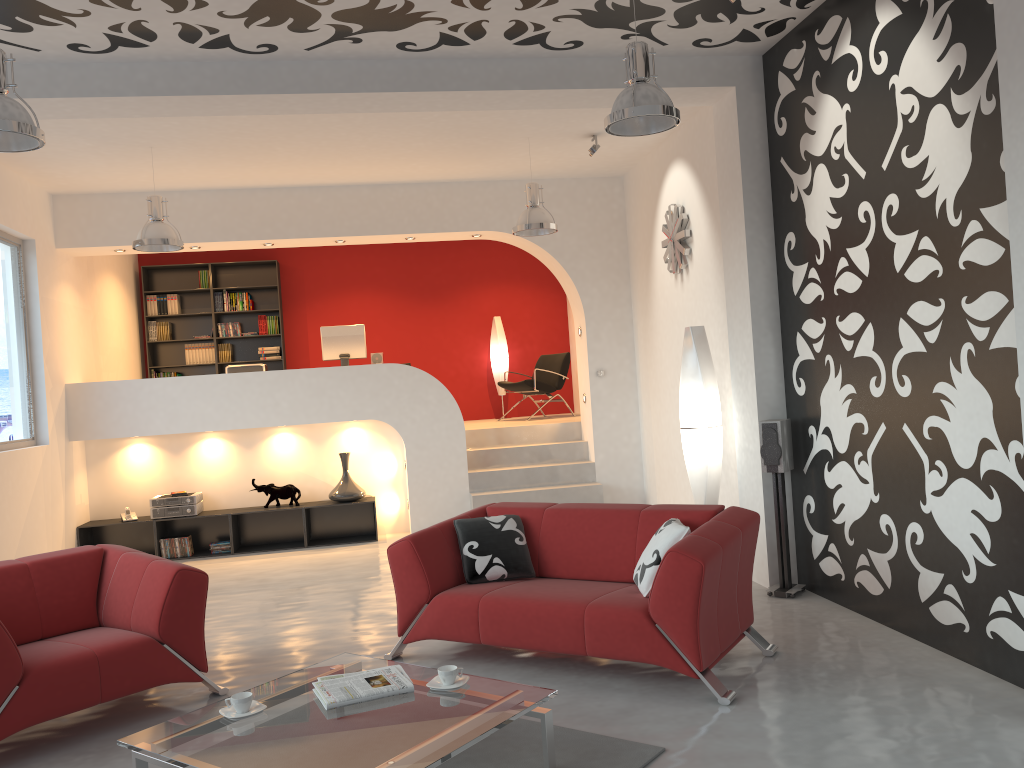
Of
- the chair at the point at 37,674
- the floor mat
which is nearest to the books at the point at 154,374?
the chair at the point at 37,674

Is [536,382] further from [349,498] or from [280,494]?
[280,494]

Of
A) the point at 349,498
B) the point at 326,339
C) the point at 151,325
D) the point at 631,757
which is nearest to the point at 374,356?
the point at 326,339

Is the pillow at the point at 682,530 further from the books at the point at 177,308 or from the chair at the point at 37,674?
the books at the point at 177,308

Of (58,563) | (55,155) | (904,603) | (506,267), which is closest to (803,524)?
(904,603)

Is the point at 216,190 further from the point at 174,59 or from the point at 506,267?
the point at 506,267

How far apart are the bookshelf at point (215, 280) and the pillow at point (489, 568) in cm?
684

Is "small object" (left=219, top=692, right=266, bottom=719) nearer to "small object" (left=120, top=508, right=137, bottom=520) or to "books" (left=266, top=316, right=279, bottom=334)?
"small object" (left=120, top=508, right=137, bottom=520)

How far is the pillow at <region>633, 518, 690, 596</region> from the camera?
4.3m

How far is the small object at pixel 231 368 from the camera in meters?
9.0 m
